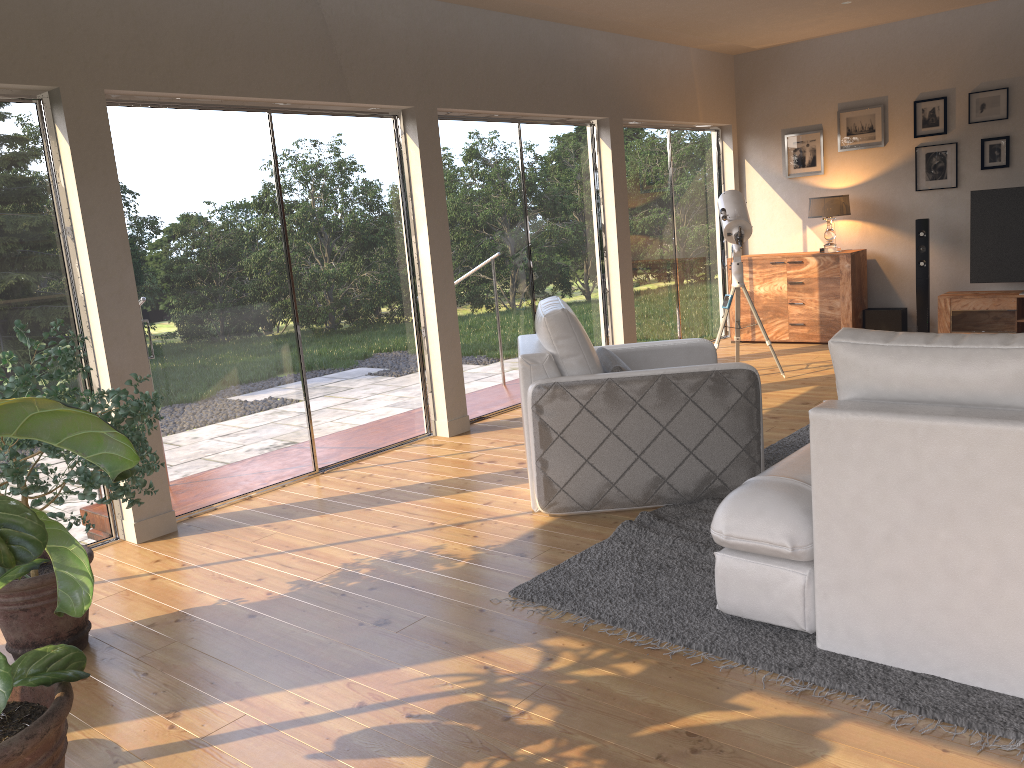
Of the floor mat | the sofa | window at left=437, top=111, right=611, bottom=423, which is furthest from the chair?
window at left=437, top=111, right=611, bottom=423

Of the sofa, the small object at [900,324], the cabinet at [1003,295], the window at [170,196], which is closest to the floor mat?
the sofa

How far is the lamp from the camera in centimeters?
797cm

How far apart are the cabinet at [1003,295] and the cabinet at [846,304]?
0.7m

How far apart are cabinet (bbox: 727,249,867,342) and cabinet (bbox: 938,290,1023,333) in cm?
73

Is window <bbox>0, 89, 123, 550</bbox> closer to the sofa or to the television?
the sofa

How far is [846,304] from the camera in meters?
8.0

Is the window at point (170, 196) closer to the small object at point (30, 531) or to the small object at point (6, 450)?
the small object at point (6, 450)

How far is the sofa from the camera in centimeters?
231cm

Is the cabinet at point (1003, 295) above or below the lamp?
below
